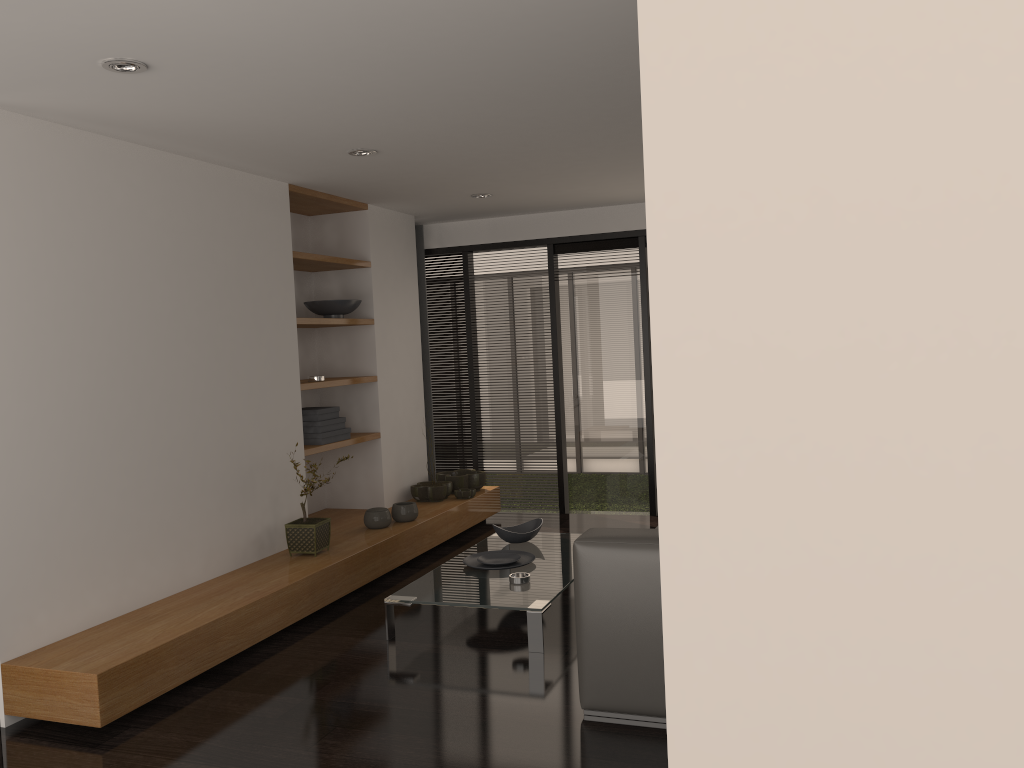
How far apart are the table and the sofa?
0.70m

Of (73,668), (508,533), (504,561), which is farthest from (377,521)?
(73,668)

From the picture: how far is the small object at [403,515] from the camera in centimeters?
576cm

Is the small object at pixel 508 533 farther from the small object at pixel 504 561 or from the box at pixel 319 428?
the box at pixel 319 428

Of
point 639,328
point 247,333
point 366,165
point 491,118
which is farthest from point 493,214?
point 491,118

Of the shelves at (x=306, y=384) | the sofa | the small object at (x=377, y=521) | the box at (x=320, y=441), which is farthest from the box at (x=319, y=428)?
the sofa

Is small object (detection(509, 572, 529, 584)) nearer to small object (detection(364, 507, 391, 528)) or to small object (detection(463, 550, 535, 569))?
small object (detection(463, 550, 535, 569))

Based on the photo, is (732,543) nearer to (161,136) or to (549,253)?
(161,136)

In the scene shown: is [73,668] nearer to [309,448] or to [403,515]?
[309,448]

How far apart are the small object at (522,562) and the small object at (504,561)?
0.0 meters
